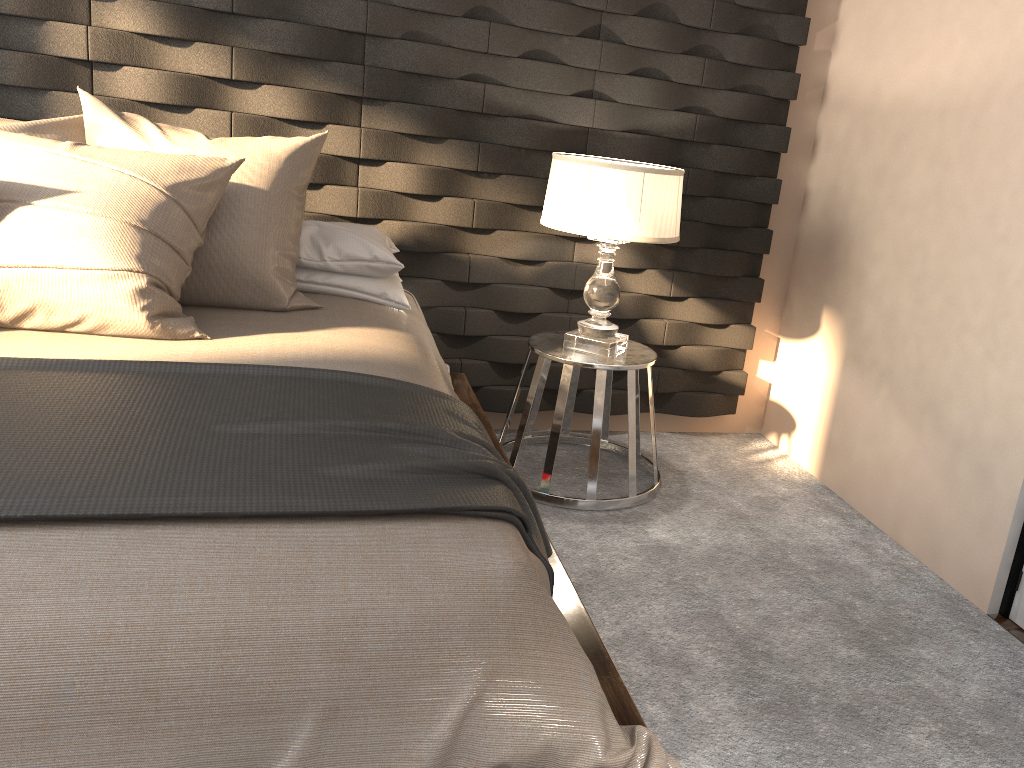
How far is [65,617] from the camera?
1.12m

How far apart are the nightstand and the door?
1.1m

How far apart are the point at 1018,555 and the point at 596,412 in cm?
124

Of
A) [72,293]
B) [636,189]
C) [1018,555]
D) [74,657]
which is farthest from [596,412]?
[74,657]

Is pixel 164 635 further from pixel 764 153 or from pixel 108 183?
pixel 764 153

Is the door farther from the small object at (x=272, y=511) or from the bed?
the small object at (x=272, y=511)

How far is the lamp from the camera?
2.6m

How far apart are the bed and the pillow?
0.01m

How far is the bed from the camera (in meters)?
1.10

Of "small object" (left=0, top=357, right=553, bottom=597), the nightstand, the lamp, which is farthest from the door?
"small object" (left=0, top=357, right=553, bottom=597)
